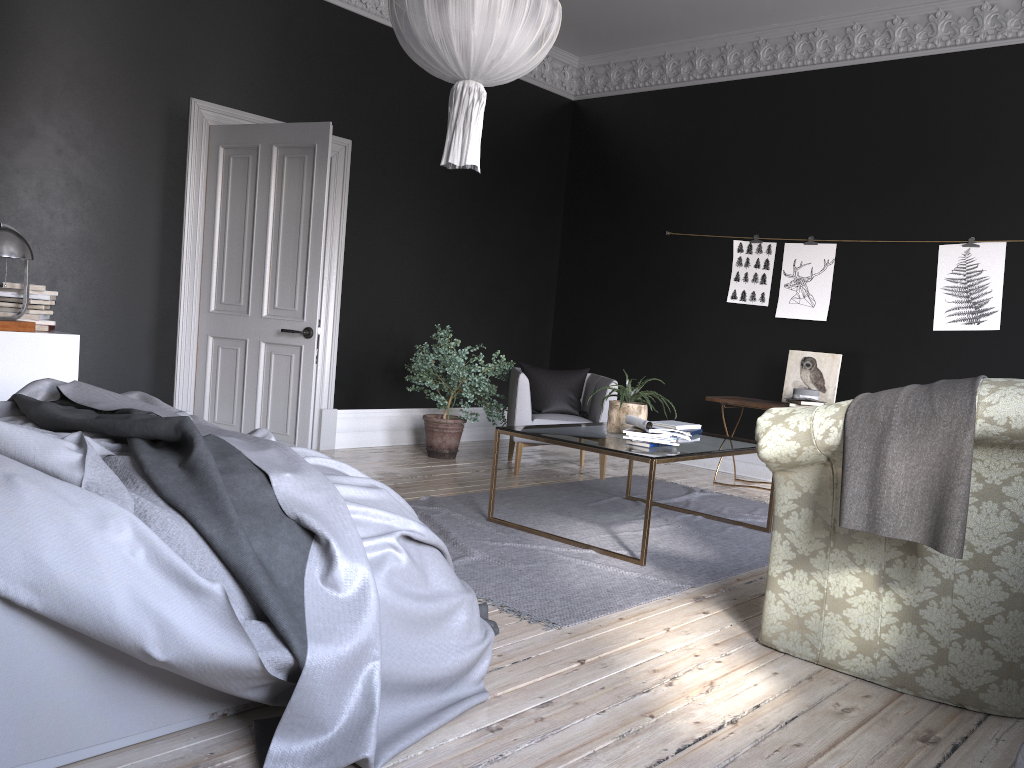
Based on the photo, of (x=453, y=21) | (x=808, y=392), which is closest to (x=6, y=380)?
(x=453, y=21)

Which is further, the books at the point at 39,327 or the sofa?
the books at the point at 39,327

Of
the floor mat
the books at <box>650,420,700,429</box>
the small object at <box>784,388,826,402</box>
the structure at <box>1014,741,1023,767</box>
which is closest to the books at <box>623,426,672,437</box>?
the floor mat

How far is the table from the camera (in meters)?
4.56

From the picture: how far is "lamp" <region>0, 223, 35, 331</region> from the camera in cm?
480

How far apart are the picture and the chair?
1.5 meters

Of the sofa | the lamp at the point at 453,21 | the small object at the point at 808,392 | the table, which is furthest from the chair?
the sofa

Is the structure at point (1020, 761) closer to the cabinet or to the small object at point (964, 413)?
the small object at point (964, 413)

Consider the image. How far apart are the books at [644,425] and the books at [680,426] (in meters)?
0.64

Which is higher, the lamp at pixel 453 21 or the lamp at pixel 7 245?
the lamp at pixel 453 21
